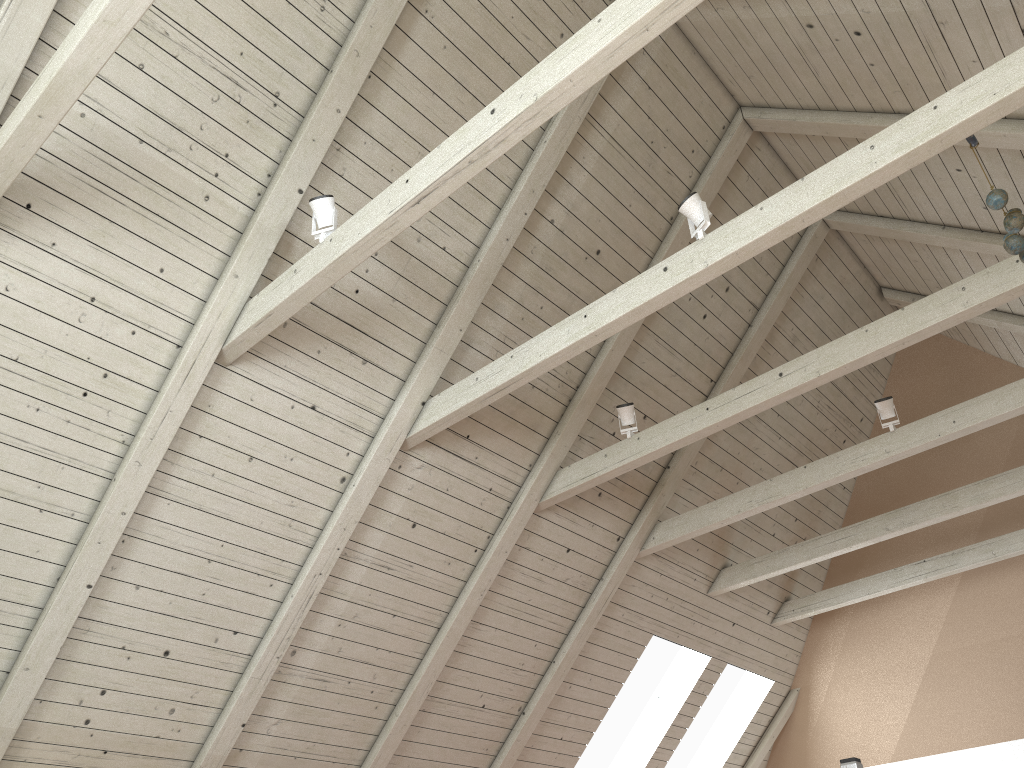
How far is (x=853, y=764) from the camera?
1.61m

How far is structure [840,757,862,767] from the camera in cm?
161

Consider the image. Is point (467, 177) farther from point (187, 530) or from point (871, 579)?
point (871, 579)

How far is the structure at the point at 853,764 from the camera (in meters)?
1.61
